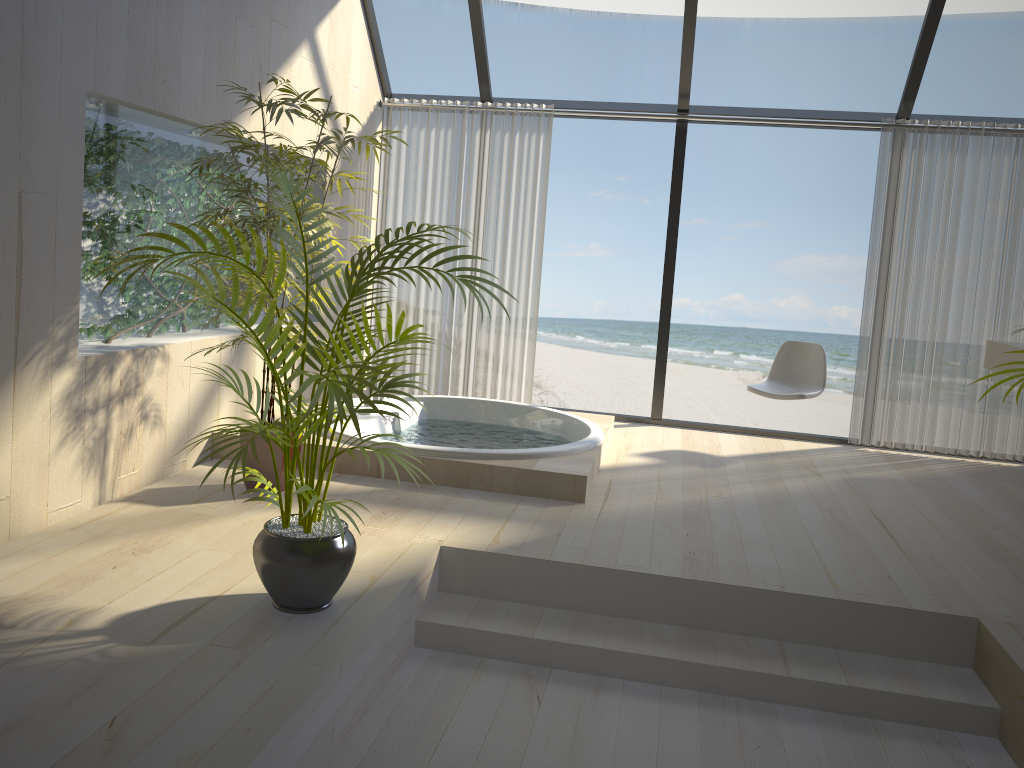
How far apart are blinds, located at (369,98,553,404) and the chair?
1.51m

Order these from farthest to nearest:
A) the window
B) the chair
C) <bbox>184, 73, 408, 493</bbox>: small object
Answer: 1. the chair
2. the window
3. <bbox>184, 73, 408, 493</bbox>: small object

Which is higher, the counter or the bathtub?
the counter

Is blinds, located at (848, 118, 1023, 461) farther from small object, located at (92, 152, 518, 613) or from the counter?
small object, located at (92, 152, 518, 613)

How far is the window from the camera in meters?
5.2

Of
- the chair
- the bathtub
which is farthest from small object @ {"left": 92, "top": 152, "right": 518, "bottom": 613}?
the chair

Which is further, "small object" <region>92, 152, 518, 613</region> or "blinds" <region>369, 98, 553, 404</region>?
"blinds" <region>369, 98, 553, 404</region>

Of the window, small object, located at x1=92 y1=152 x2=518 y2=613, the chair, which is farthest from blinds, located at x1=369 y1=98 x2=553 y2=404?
small object, located at x1=92 y1=152 x2=518 y2=613

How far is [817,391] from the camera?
5.35m

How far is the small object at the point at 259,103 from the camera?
3.6 meters
